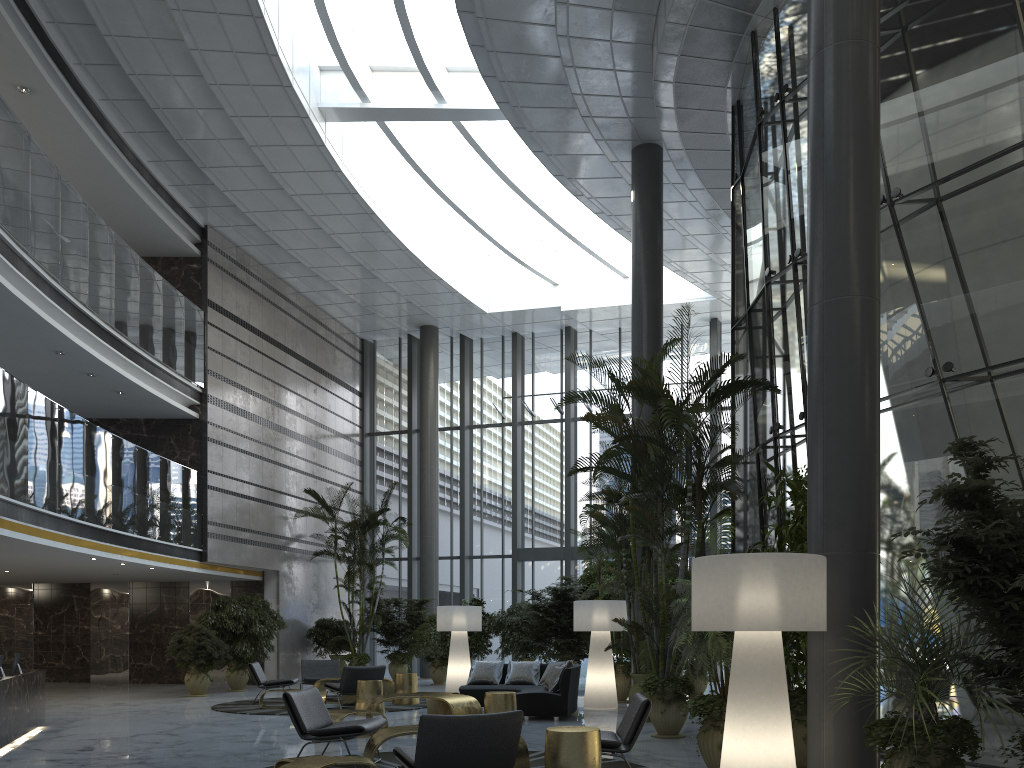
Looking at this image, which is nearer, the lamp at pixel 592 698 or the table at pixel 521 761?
the table at pixel 521 761

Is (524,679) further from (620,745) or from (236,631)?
(620,745)

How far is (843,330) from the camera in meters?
5.9 m

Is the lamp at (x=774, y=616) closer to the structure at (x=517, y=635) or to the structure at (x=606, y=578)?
the structure at (x=606, y=578)

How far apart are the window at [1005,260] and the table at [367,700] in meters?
5.0 m

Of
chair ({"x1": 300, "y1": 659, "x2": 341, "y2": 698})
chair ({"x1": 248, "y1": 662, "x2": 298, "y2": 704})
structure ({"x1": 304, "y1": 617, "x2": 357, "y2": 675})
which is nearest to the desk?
chair ({"x1": 248, "y1": 662, "x2": 298, "y2": 704})

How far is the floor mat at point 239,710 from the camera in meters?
11.5 m

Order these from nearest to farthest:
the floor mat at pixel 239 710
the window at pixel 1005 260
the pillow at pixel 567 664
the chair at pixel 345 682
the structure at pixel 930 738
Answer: the structure at pixel 930 738
the window at pixel 1005 260
the pillow at pixel 567 664
the chair at pixel 345 682
the floor mat at pixel 239 710

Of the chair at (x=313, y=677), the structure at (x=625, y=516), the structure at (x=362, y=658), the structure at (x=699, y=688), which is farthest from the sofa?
the structure at (x=362, y=658)

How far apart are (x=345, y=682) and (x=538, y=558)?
9.4 meters
